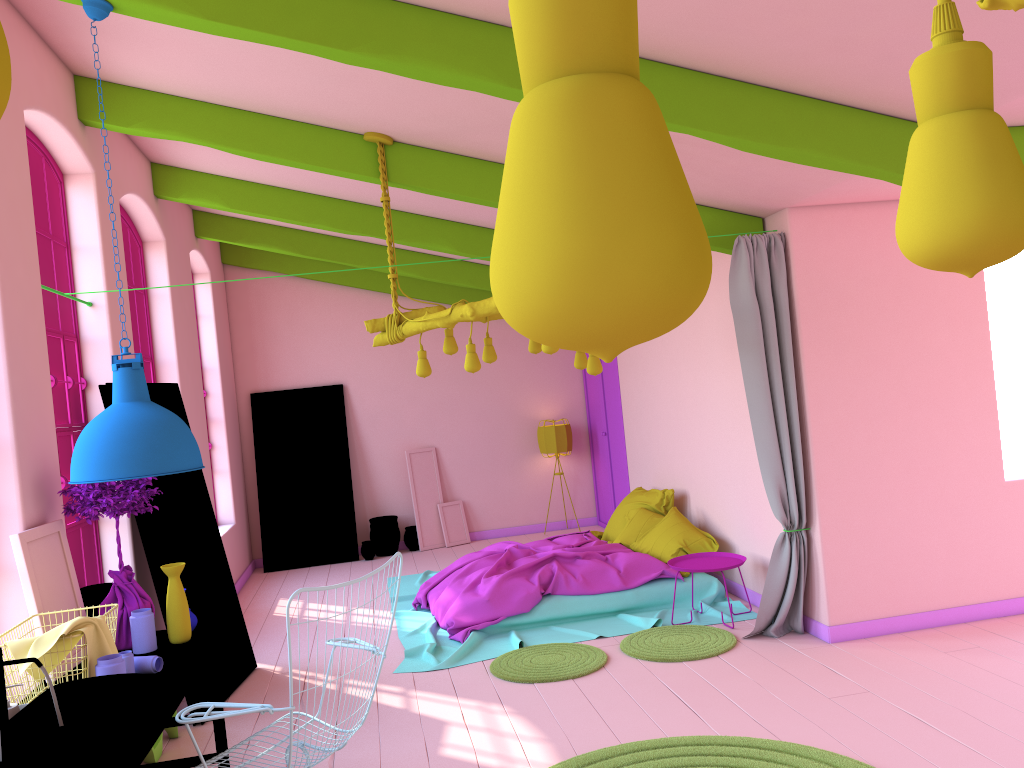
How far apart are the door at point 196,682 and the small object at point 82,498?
1.01m

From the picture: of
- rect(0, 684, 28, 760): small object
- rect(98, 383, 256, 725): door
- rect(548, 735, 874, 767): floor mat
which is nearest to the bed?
rect(98, 383, 256, 725): door

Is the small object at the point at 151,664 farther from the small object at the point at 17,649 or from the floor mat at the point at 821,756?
the floor mat at the point at 821,756

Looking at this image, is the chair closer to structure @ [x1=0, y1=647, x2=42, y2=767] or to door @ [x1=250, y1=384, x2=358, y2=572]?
structure @ [x1=0, y1=647, x2=42, y2=767]

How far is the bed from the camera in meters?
6.8 m

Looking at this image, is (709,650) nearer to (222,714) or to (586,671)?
(586,671)

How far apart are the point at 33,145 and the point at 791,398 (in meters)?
5.03

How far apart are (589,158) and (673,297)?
0.07m

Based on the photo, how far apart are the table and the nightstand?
3.4m

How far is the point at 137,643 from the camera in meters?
4.3 m
